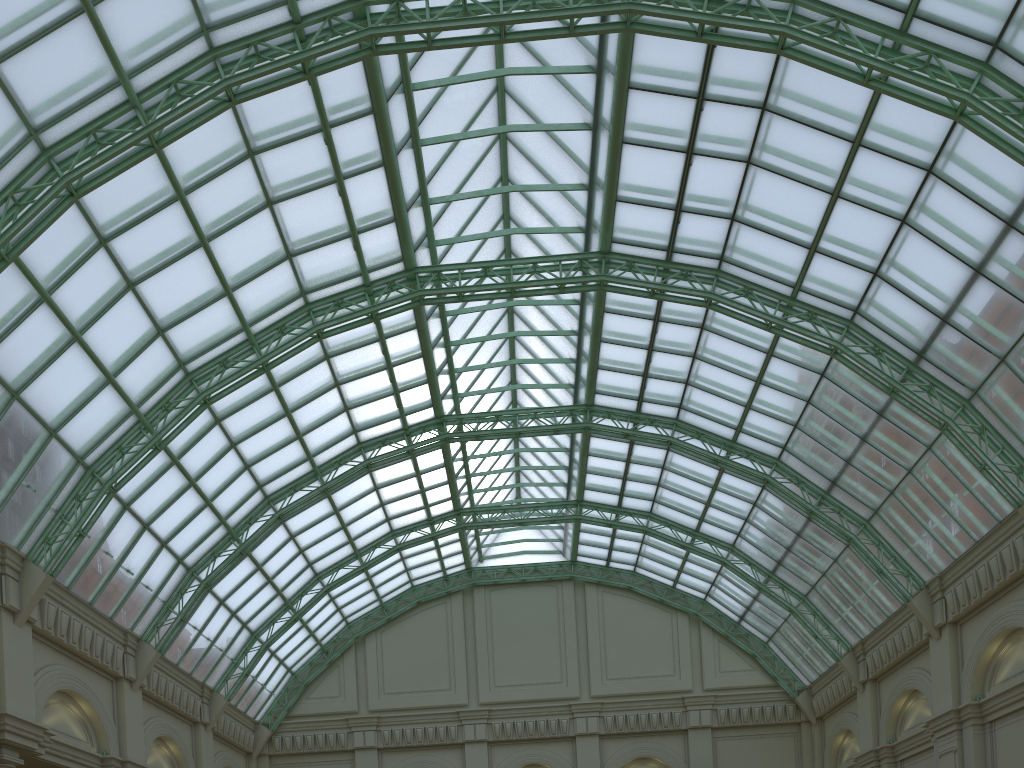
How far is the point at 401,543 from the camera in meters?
47.9 m
